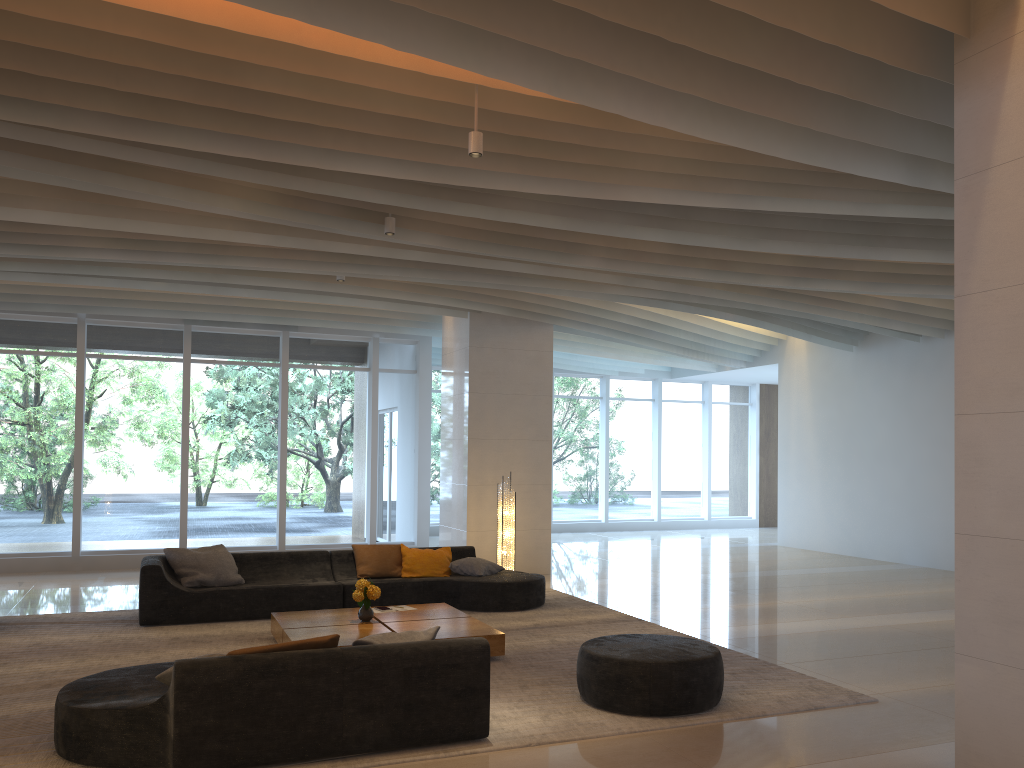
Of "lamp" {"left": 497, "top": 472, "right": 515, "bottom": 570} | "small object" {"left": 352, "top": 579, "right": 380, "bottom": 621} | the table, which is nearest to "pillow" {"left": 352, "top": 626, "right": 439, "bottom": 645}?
the table

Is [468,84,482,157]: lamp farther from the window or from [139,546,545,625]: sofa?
the window

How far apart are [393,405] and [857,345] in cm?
789

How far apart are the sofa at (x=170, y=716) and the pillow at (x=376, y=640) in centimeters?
17cm

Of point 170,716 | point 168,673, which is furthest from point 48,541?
point 170,716

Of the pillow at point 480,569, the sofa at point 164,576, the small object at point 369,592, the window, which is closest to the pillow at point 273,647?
the small object at point 369,592

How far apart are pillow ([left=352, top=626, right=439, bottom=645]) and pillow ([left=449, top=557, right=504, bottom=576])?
4.46m

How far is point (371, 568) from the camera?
9.50m

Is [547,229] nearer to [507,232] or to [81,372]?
Result: [507,232]

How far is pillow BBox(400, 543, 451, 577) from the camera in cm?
963
